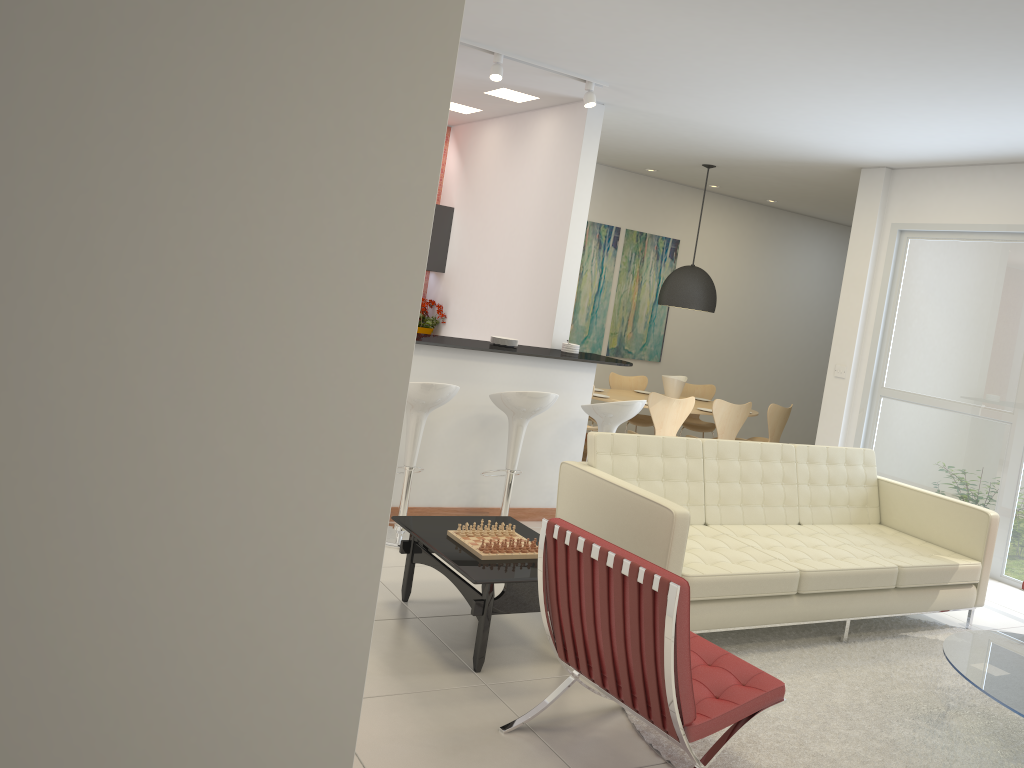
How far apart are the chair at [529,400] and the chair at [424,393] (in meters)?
0.38

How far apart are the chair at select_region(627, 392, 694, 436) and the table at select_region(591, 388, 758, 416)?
0.5 meters

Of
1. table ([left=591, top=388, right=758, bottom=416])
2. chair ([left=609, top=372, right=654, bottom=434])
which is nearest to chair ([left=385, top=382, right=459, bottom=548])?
table ([left=591, top=388, right=758, bottom=416])

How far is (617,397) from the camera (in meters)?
8.86

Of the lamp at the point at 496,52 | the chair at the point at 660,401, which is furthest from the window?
the lamp at the point at 496,52

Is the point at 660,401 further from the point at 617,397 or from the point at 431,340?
the point at 431,340

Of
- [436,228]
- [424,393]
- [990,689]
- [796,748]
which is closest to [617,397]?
[436,228]

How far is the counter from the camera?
5.89m

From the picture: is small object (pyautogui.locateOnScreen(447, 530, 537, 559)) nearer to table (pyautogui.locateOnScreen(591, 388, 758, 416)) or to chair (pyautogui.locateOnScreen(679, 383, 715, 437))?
table (pyautogui.locateOnScreen(591, 388, 758, 416))

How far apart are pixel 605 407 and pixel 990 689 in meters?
3.0
